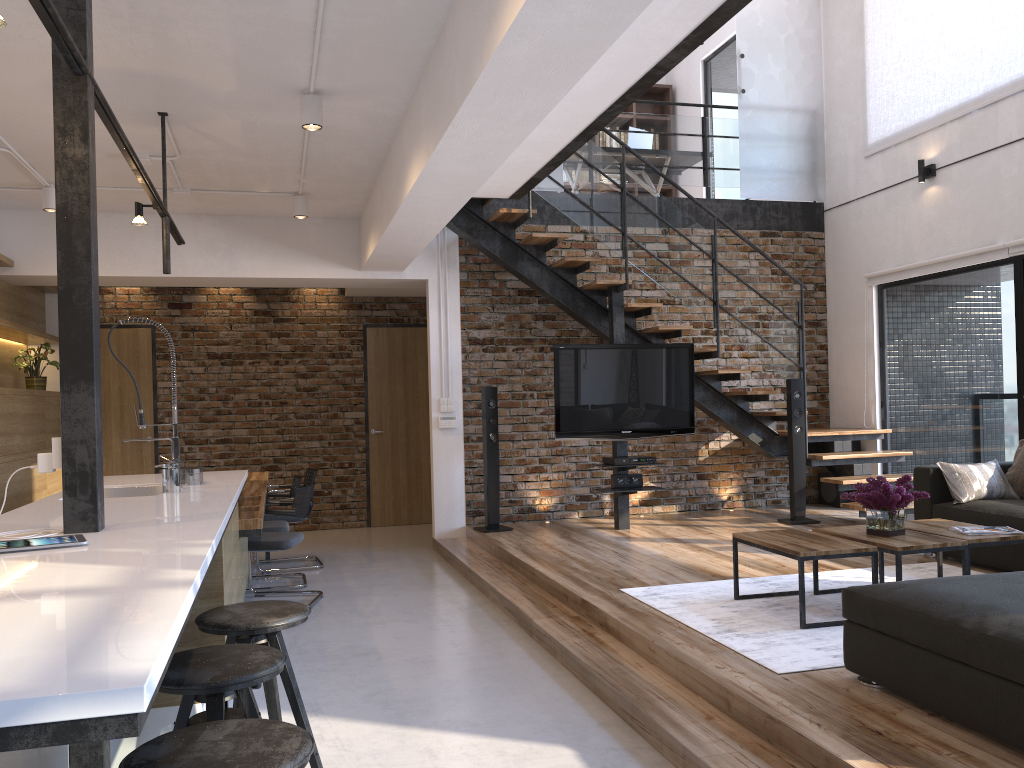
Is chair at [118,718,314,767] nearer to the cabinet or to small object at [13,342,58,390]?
Answer: the cabinet

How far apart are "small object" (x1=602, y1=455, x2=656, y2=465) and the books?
2.84m

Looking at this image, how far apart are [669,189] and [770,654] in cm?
906

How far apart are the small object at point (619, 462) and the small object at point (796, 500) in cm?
131

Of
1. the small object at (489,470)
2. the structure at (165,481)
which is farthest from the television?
the structure at (165,481)

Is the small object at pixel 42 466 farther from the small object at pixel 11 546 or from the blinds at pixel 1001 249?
the blinds at pixel 1001 249

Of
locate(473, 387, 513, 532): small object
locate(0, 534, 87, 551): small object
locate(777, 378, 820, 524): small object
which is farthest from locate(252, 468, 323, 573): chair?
locate(0, 534, 87, 551): small object

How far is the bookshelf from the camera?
11.8m

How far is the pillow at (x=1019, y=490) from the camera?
5.6m

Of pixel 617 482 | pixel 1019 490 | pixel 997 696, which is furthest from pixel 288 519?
pixel 997 696
